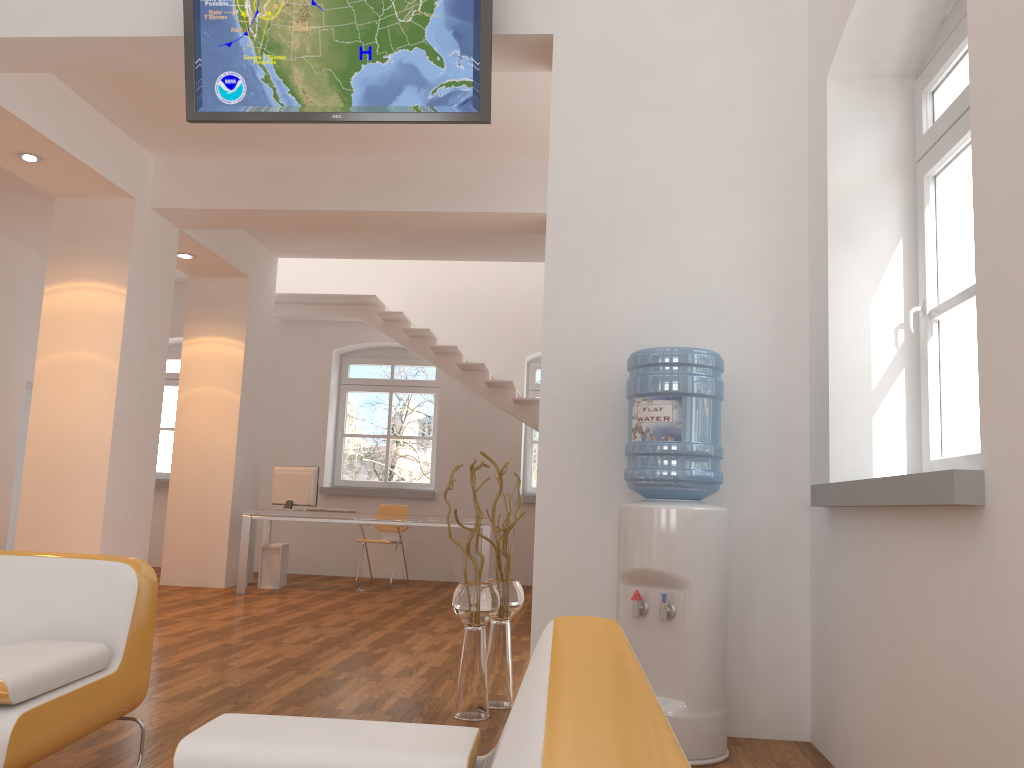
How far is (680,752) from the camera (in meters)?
0.80

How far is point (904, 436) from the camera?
3.3 meters

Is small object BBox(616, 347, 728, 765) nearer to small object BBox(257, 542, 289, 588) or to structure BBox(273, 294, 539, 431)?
structure BBox(273, 294, 539, 431)

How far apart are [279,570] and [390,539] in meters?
1.5 m

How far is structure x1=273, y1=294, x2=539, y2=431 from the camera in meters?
9.4 m

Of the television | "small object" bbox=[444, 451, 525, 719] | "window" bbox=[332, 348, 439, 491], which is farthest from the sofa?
"window" bbox=[332, 348, 439, 491]

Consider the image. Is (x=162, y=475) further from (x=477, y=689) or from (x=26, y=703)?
(x=26, y=703)

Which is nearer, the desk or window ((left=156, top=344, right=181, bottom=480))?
the desk

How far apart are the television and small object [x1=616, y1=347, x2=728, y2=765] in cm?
130

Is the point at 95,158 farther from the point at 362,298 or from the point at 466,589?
the point at 466,589
